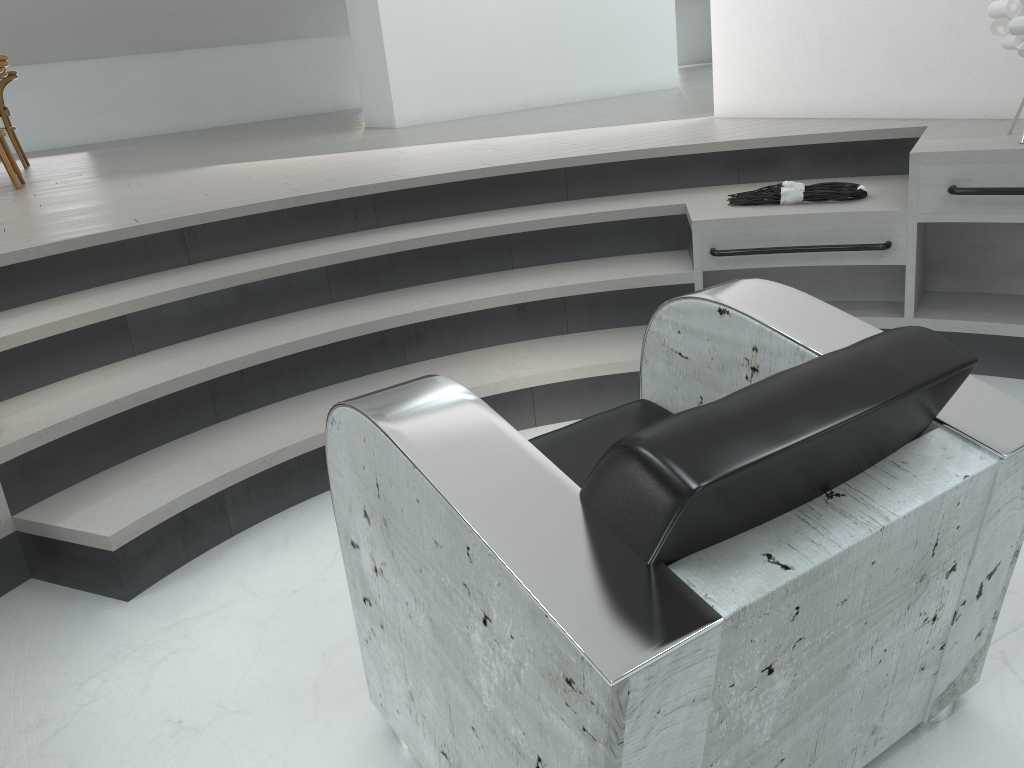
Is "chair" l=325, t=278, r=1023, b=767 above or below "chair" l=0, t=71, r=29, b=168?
below

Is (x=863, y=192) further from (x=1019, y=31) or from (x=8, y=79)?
(x=8, y=79)

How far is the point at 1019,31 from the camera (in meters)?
2.50

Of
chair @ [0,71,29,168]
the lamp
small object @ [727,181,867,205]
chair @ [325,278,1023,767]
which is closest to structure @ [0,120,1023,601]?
small object @ [727,181,867,205]

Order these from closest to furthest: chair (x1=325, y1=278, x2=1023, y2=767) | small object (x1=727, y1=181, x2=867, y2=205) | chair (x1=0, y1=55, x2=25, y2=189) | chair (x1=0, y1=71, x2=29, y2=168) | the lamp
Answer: chair (x1=325, y1=278, x2=1023, y2=767) < the lamp < small object (x1=727, y1=181, x2=867, y2=205) < chair (x1=0, y1=55, x2=25, y2=189) < chair (x1=0, y1=71, x2=29, y2=168)

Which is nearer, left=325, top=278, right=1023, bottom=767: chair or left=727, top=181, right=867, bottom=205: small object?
left=325, top=278, right=1023, bottom=767: chair

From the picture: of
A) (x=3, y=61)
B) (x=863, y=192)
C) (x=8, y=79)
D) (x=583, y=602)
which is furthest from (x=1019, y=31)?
(x=8, y=79)

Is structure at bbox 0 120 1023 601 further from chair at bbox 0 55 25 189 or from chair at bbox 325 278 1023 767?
chair at bbox 0 55 25 189

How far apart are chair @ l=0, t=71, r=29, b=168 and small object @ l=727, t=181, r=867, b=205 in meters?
6.0

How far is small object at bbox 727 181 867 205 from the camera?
2.9m
